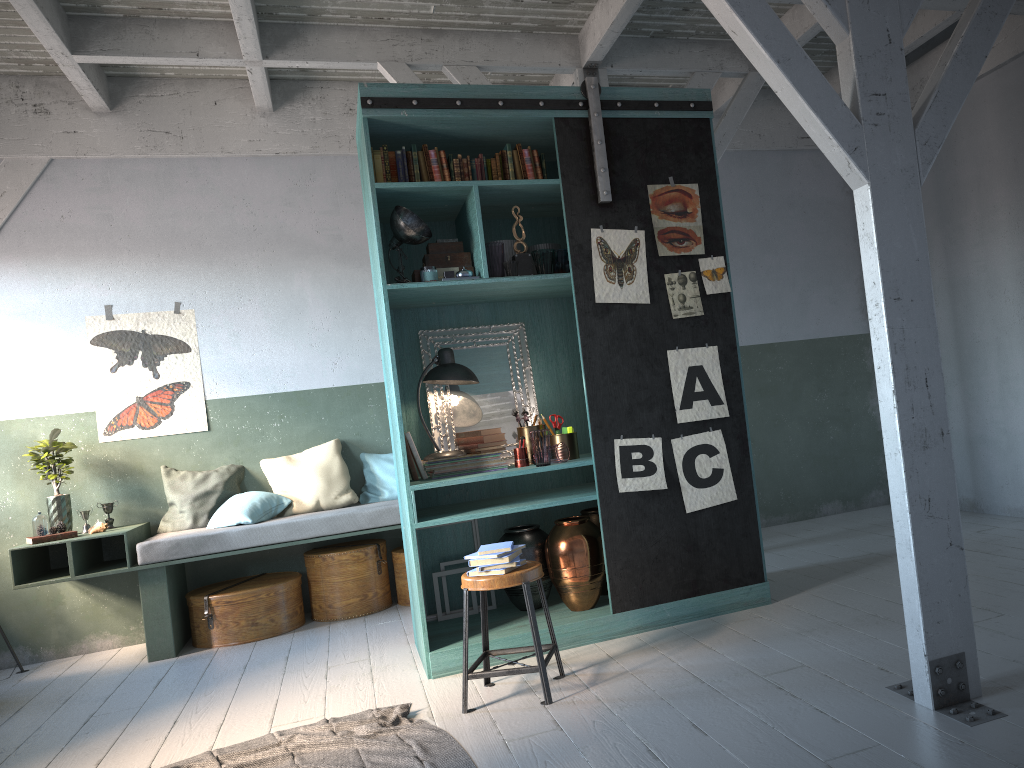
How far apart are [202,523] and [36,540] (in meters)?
1.20

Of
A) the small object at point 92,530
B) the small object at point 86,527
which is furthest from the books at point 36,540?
the small object at point 86,527

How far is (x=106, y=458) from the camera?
7.3m

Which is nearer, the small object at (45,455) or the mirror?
the mirror

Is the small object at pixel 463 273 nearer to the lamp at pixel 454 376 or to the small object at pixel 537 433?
the lamp at pixel 454 376

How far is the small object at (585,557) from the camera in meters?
5.3

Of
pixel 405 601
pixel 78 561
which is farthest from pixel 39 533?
pixel 405 601

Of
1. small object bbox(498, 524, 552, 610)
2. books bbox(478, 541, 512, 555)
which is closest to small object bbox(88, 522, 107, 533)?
small object bbox(498, 524, 552, 610)

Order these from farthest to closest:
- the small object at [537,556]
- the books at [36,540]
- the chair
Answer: the books at [36,540], the small object at [537,556], the chair

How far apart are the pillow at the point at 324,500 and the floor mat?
2.95m
